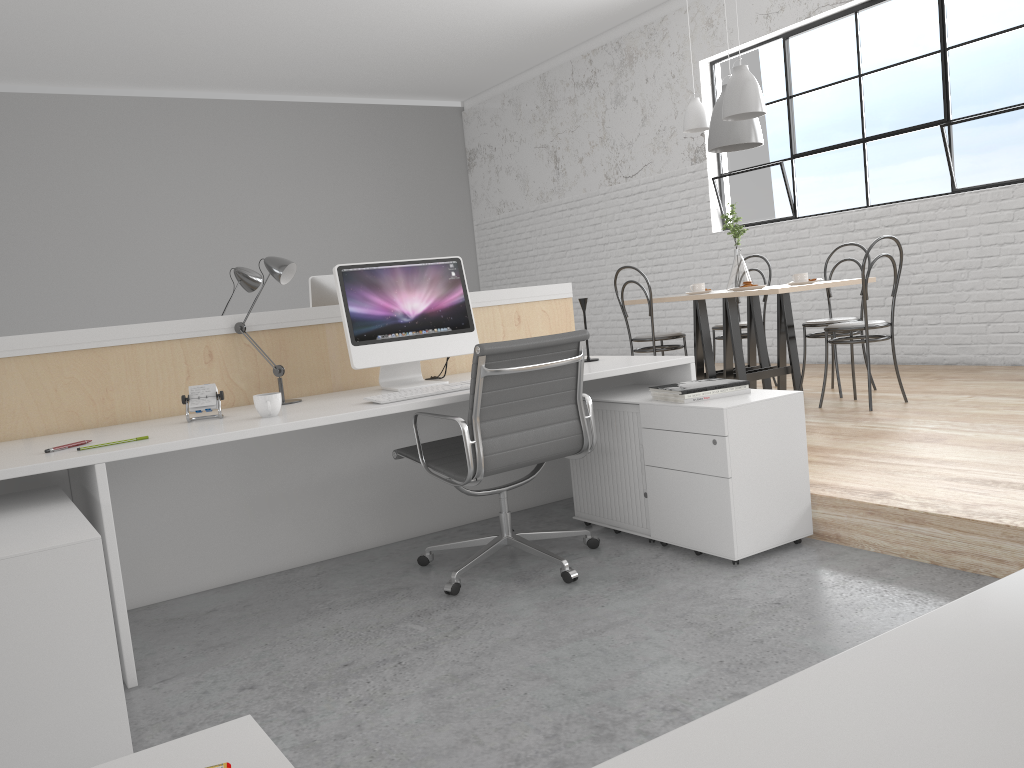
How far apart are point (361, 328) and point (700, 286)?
2.2 meters

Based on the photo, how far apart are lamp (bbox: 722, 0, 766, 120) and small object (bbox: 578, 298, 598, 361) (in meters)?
1.54

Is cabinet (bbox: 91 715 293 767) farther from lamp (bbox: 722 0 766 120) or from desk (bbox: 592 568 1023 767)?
lamp (bbox: 722 0 766 120)

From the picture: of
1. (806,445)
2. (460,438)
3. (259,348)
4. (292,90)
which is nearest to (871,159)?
(806,445)

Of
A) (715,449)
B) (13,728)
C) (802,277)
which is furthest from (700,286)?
(13,728)

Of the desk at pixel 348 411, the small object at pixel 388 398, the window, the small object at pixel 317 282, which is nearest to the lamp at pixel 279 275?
the desk at pixel 348 411

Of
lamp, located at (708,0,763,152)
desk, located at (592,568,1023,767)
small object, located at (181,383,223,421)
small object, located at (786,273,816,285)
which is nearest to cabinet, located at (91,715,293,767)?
desk, located at (592,568,1023,767)

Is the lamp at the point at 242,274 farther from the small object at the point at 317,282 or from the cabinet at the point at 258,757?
the cabinet at the point at 258,757

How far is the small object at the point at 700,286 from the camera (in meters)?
4.19

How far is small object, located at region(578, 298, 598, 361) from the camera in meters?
2.8
